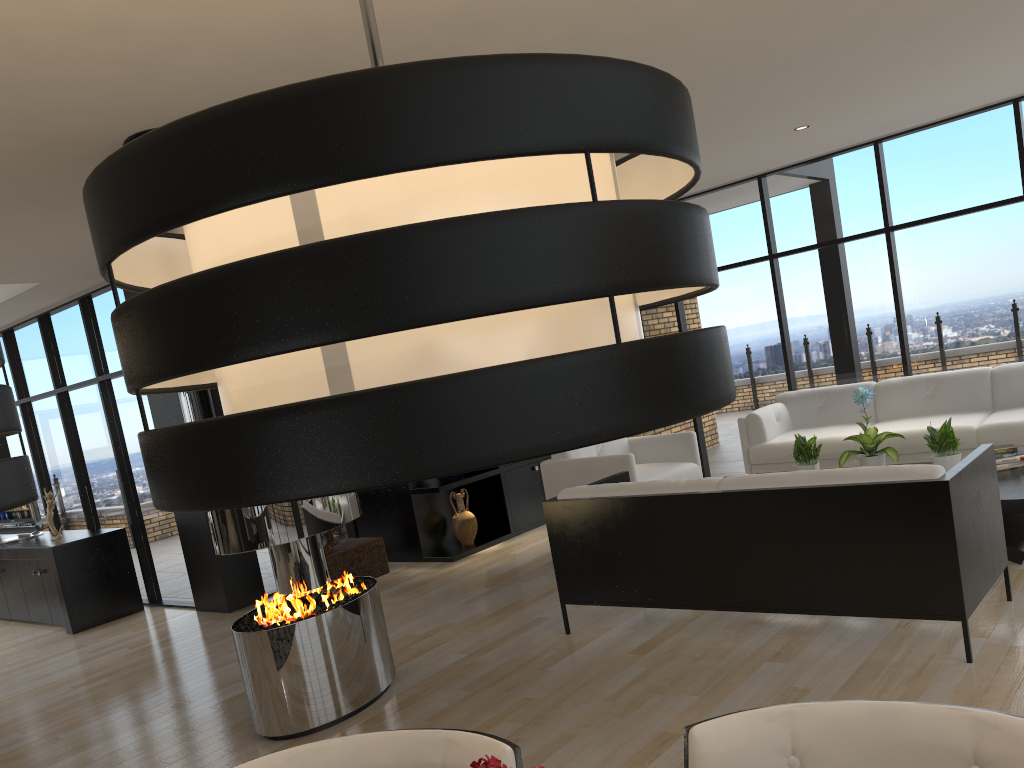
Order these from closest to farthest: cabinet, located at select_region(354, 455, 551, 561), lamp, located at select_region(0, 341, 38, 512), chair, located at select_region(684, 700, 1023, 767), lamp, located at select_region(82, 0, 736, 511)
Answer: lamp, located at select_region(82, 0, 736, 511)
lamp, located at select_region(0, 341, 38, 512)
chair, located at select_region(684, 700, 1023, 767)
cabinet, located at select_region(354, 455, 551, 561)

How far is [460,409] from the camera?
0.6 meters

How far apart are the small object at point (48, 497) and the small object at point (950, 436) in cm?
685

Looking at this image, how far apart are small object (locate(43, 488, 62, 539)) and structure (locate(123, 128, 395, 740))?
4.2m

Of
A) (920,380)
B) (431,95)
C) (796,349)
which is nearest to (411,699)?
(431,95)

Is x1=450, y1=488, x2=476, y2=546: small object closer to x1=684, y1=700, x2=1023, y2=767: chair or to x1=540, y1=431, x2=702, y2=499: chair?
x1=540, y1=431, x2=702, y2=499: chair

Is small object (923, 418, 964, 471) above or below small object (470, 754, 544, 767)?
below

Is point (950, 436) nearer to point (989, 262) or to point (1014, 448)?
point (1014, 448)

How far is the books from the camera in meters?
5.3 m

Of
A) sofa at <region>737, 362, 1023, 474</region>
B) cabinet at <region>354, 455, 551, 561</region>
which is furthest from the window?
cabinet at <region>354, 455, 551, 561</region>
